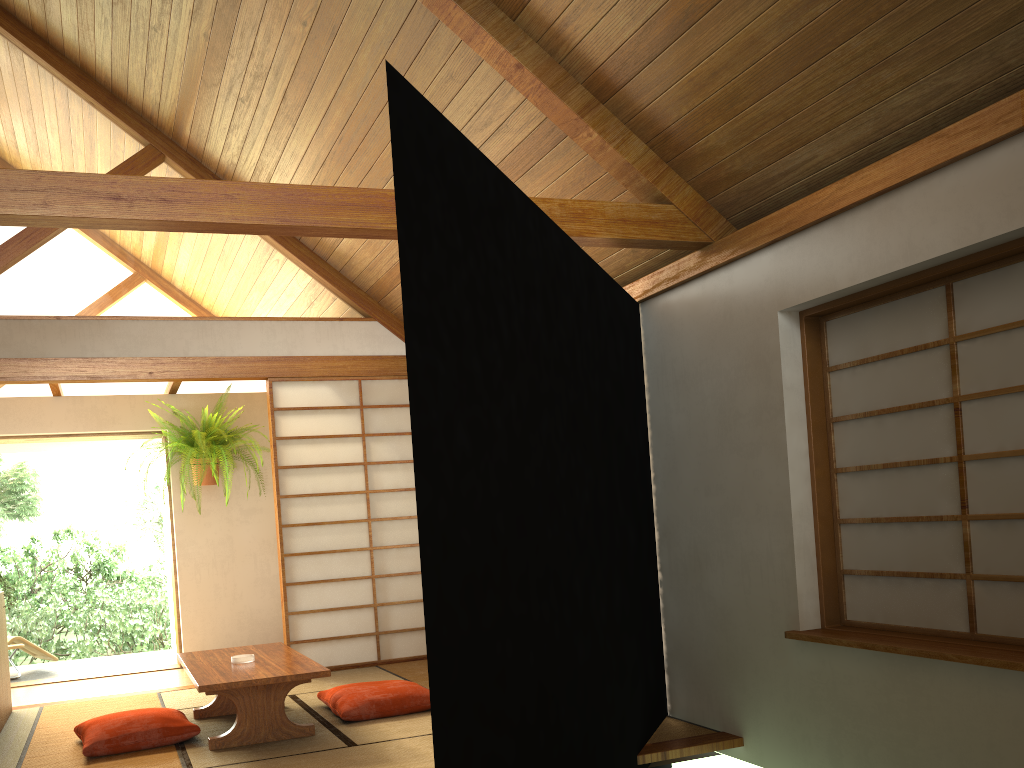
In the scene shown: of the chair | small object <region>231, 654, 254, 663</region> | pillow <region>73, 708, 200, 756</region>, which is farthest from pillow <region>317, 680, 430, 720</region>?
the chair

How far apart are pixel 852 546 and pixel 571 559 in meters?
1.3

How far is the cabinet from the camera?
4.73m

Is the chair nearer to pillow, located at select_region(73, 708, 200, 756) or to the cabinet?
the cabinet

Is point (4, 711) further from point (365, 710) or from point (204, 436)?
point (204, 436)

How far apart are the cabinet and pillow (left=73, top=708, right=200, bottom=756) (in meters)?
0.78

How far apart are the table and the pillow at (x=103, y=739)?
0.2 meters

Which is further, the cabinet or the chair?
the chair

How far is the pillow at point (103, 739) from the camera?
3.9m

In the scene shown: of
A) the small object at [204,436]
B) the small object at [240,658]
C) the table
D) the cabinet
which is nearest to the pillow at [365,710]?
the table
